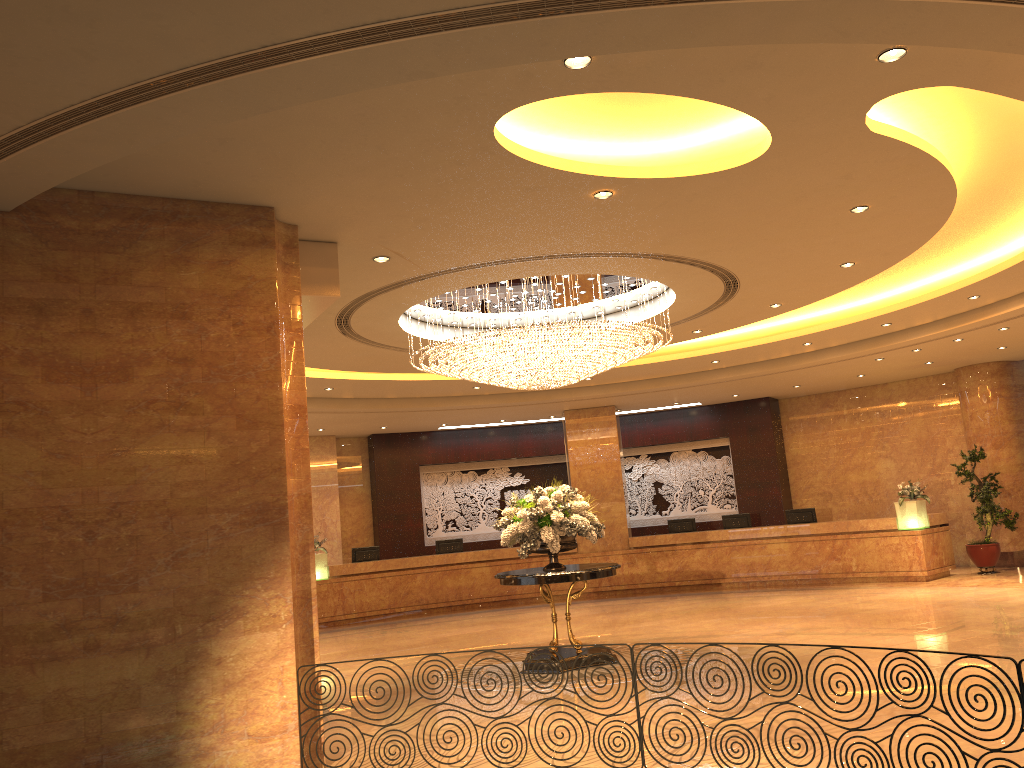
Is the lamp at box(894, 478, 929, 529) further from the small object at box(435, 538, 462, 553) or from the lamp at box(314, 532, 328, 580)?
the lamp at box(314, 532, 328, 580)

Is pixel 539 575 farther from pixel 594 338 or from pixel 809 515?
pixel 809 515

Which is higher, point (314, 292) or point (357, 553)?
point (314, 292)

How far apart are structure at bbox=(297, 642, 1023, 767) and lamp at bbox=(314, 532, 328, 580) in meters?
12.3

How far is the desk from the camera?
16.3m

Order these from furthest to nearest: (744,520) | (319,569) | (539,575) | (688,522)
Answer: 1. (688,522)
2. (744,520)
3. (319,569)
4. (539,575)

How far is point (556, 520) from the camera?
10.0 meters

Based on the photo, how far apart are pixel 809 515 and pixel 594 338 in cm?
989

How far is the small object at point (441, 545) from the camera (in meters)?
18.90

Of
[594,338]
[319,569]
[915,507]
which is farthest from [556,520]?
[915,507]
